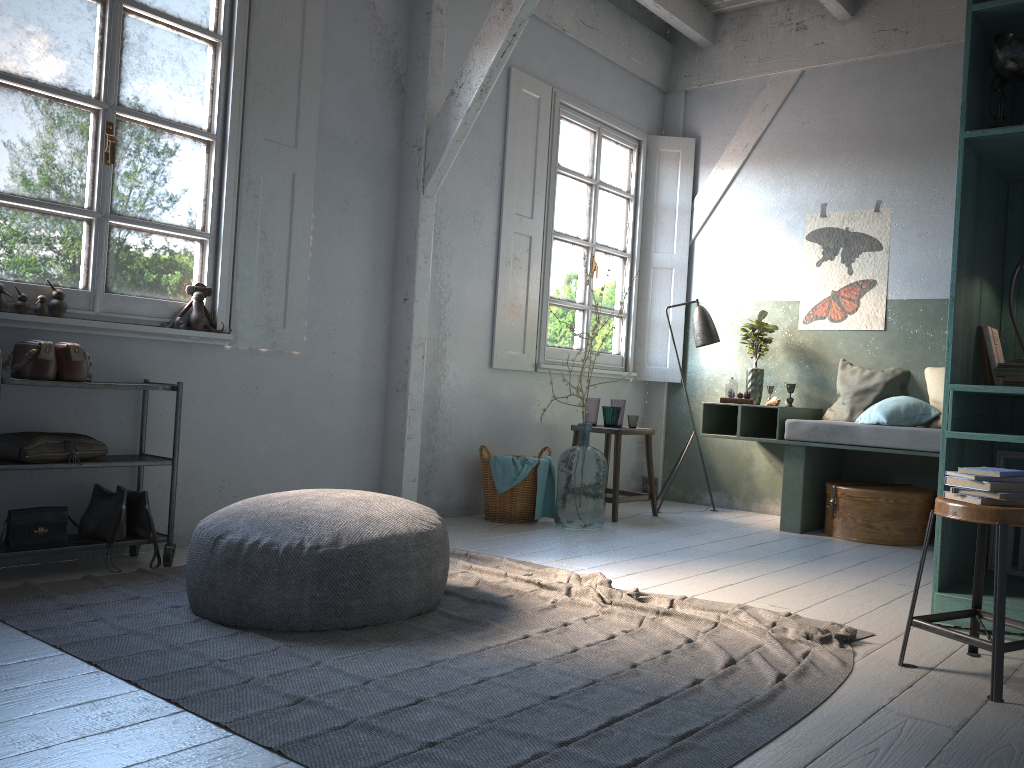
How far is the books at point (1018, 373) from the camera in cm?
377

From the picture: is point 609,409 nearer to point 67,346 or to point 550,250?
point 550,250

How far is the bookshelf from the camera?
3.68m

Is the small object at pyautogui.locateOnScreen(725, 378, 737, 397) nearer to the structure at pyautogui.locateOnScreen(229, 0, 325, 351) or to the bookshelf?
the bookshelf

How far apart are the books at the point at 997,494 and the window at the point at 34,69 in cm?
377

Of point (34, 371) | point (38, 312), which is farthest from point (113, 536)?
point (38, 312)

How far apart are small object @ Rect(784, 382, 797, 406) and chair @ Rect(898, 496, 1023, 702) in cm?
372

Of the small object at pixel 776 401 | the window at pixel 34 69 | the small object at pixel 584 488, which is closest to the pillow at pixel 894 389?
the small object at pixel 776 401

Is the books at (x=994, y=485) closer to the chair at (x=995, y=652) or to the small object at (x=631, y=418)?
the chair at (x=995, y=652)

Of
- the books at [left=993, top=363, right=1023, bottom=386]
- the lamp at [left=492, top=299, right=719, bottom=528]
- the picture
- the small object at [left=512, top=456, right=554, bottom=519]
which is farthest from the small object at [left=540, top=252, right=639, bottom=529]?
the books at [left=993, top=363, right=1023, bottom=386]
